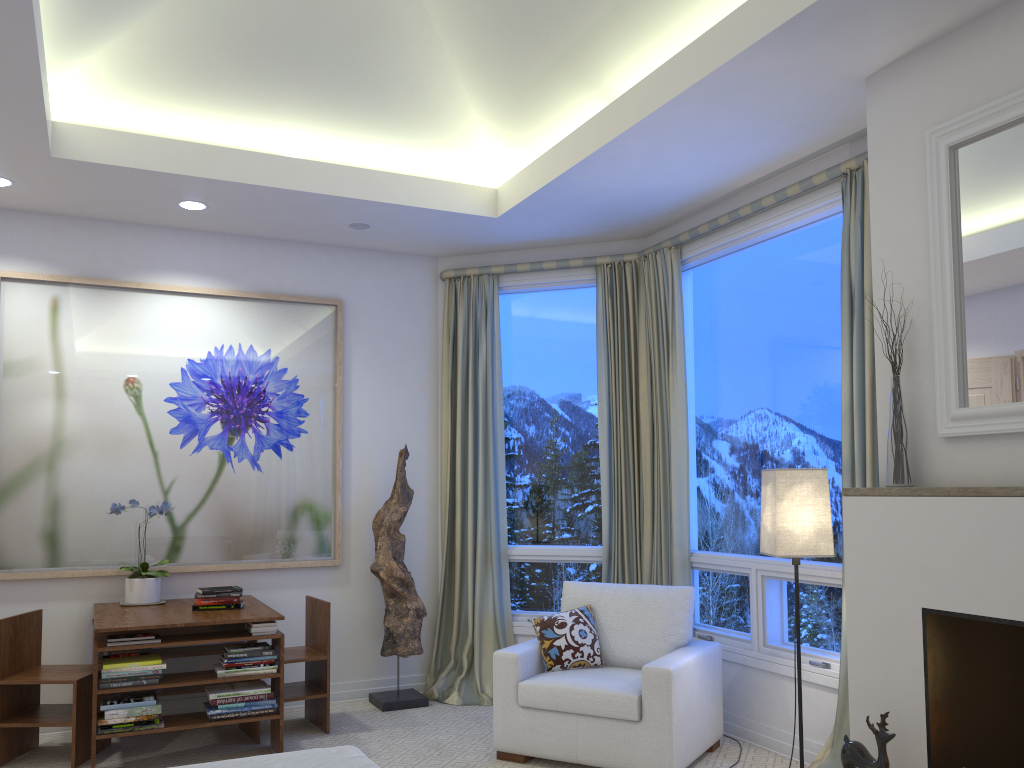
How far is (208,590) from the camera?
4.0m

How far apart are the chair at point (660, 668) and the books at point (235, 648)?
0.98m

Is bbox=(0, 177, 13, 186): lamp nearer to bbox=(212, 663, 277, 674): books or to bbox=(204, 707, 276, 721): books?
bbox=(212, 663, 277, 674): books

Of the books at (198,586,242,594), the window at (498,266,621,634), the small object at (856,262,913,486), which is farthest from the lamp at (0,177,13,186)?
the small object at (856,262,913,486)

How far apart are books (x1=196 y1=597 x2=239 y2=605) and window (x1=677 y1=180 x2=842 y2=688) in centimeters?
219cm

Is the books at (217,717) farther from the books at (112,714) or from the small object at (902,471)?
the small object at (902,471)

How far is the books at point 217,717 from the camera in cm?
362

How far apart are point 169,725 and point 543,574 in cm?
205

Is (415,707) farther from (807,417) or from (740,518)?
(807,417)

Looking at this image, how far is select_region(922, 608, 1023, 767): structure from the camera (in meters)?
2.56
